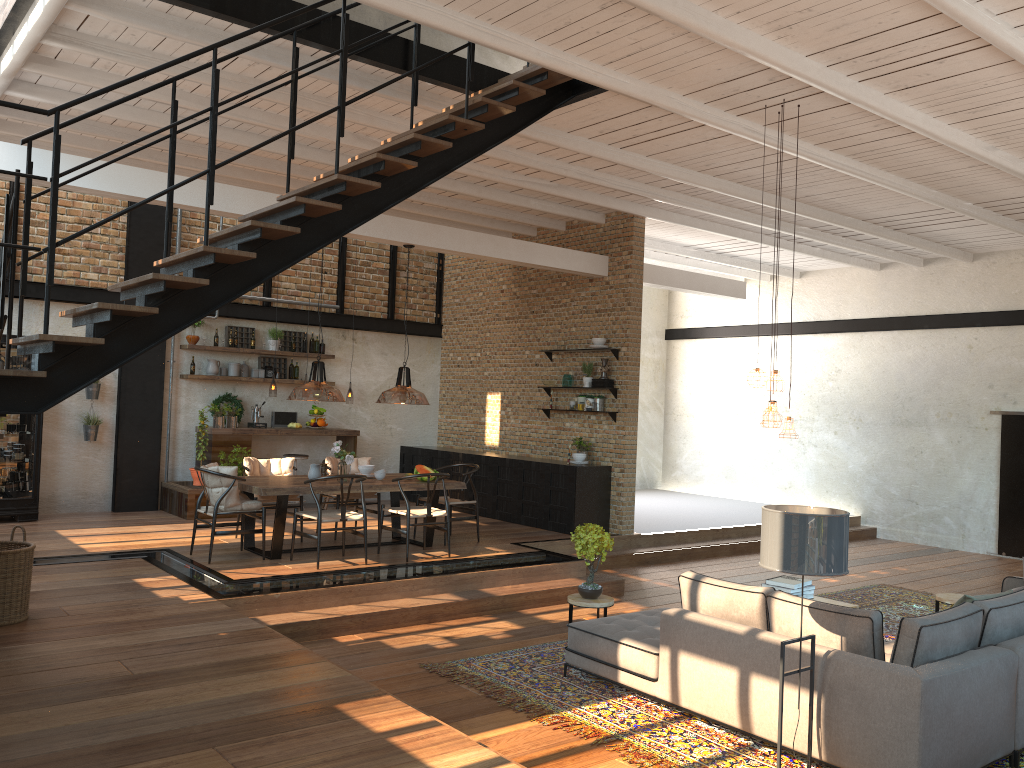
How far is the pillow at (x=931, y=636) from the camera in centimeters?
456cm

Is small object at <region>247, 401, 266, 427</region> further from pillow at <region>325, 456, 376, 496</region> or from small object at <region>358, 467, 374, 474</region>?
small object at <region>358, 467, 374, 474</region>

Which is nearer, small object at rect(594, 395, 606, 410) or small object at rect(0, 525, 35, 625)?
small object at rect(0, 525, 35, 625)

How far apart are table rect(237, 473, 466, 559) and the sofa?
3.22m

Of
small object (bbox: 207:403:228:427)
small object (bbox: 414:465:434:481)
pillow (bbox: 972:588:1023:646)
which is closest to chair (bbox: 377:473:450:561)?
small object (bbox: 414:465:434:481)

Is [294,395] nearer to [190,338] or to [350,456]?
[350,456]

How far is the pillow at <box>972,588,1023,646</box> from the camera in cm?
505

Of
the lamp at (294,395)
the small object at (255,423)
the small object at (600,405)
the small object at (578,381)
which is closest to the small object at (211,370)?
the small object at (255,423)

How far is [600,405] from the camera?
→ 11.25m

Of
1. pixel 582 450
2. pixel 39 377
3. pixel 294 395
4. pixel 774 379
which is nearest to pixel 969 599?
pixel 774 379
